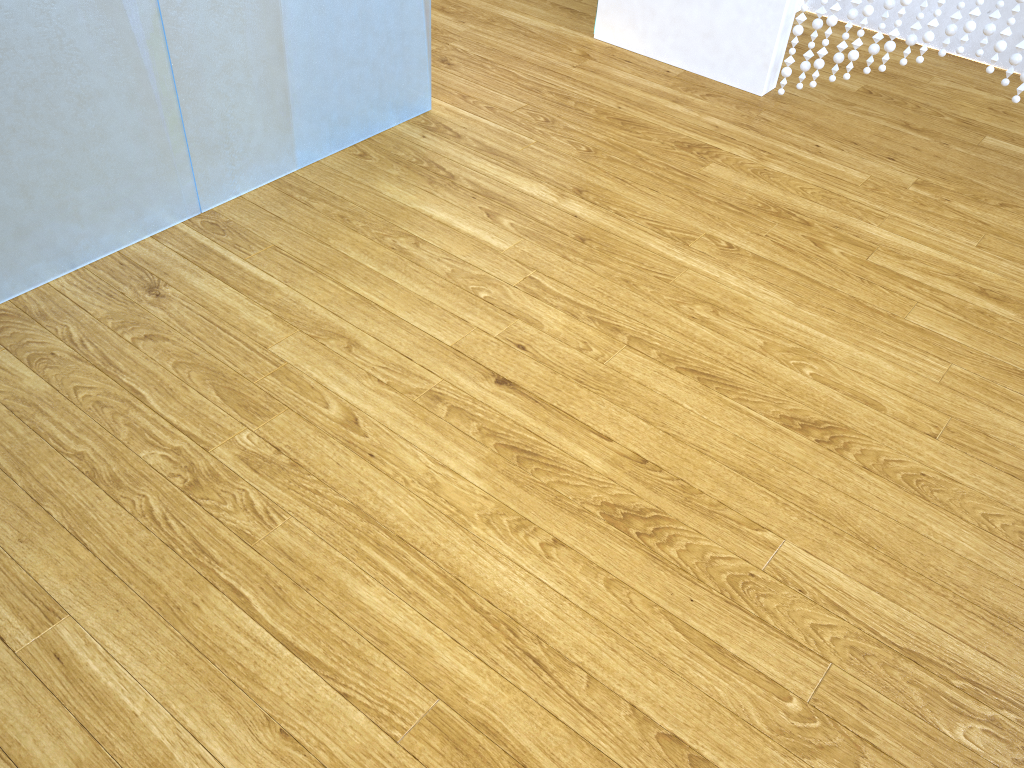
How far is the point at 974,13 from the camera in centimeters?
218cm

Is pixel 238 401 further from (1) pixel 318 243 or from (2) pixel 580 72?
(2) pixel 580 72

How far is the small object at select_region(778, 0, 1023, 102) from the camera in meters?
2.2

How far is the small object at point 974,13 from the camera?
2.2m
